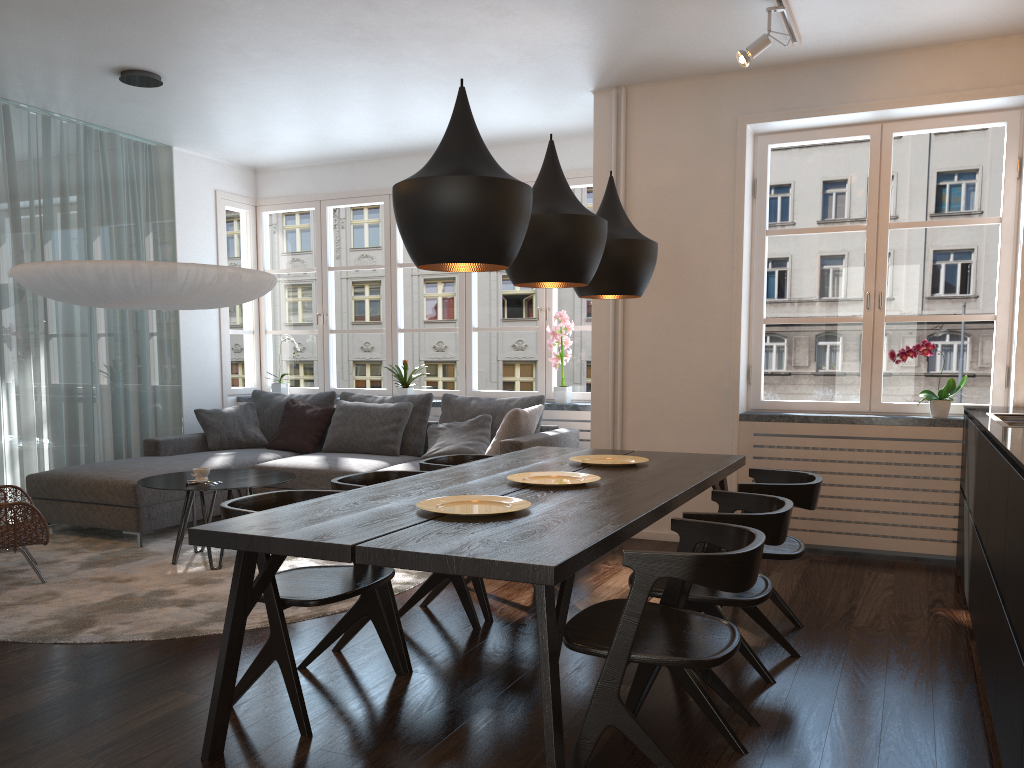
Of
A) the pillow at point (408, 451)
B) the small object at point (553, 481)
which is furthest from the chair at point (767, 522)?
the pillow at point (408, 451)

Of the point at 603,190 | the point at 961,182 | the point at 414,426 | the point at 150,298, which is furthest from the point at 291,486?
the point at 961,182

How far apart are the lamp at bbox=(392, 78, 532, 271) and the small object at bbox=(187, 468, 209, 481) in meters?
2.6

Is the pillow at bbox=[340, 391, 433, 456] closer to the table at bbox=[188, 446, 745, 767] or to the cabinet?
the table at bbox=[188, 446, 745, 767]

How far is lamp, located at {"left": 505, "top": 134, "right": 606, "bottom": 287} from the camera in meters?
3.1

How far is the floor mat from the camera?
3.7m

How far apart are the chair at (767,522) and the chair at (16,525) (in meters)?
3.15

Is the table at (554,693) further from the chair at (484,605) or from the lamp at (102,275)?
the lamp at (102,275)

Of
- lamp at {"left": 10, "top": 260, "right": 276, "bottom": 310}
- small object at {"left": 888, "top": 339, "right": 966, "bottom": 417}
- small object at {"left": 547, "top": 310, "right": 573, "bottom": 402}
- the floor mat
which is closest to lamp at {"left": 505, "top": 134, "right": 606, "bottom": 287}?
the floor mat

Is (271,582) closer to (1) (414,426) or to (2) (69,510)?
(2) (69,510)
